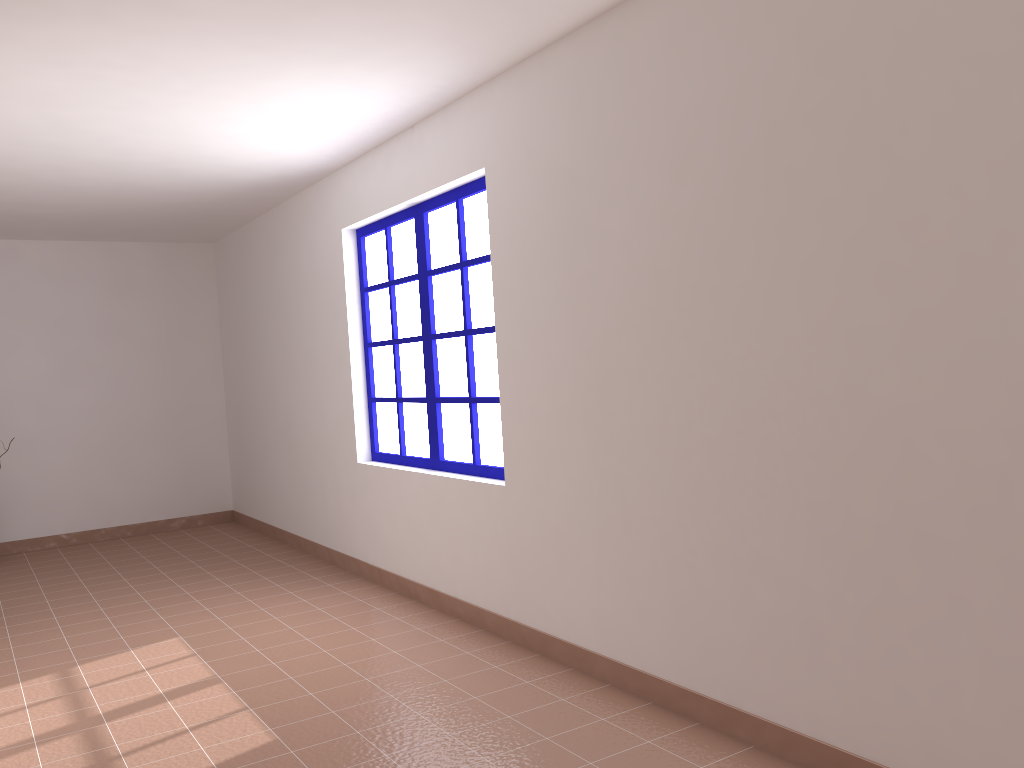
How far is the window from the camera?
4.4 meters

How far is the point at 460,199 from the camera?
4.38m

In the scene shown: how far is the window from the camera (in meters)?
4.38
